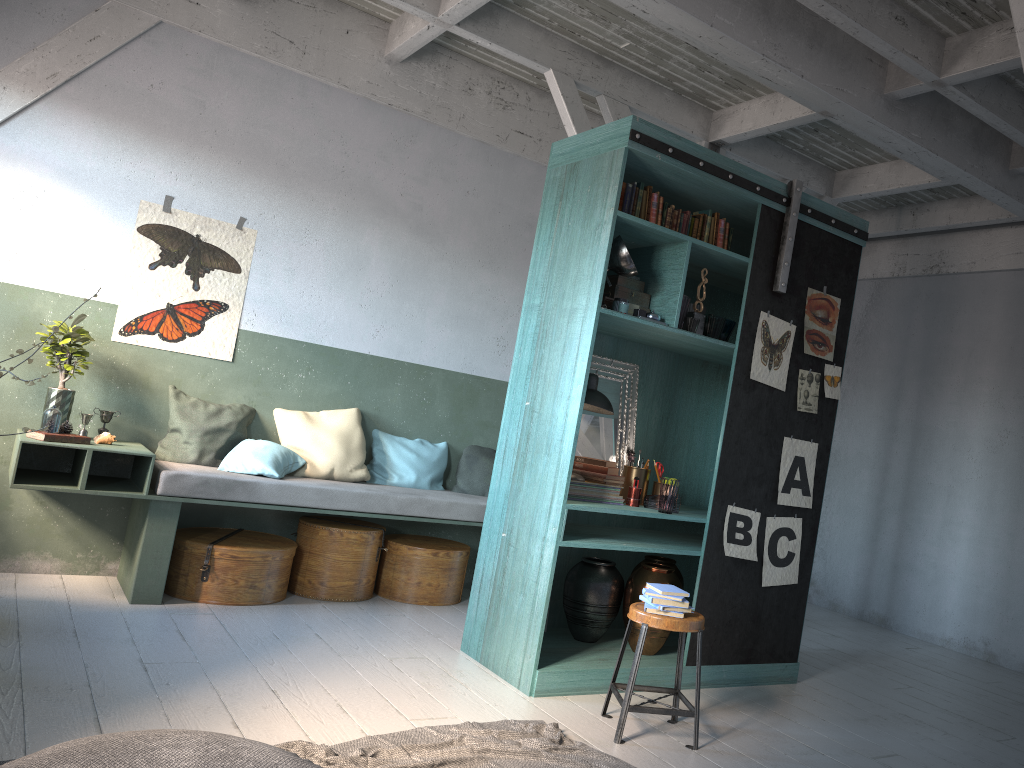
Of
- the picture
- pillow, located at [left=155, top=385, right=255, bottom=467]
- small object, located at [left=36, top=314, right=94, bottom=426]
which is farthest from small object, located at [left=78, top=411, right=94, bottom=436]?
the picture

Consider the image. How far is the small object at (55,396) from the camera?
5.9 meters

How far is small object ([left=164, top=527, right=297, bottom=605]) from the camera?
6.0m

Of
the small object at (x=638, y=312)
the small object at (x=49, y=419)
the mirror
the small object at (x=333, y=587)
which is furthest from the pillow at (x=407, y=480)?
the small object at (x=638, y=312)

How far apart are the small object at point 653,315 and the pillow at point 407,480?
2.8m

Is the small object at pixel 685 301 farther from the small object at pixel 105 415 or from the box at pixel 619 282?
the small object at pixel 105 415

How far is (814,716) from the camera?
5.2 meters

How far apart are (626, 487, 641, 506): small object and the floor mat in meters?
1.6

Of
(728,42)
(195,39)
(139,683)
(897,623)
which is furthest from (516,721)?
(897,623)

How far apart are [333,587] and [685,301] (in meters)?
3.37
